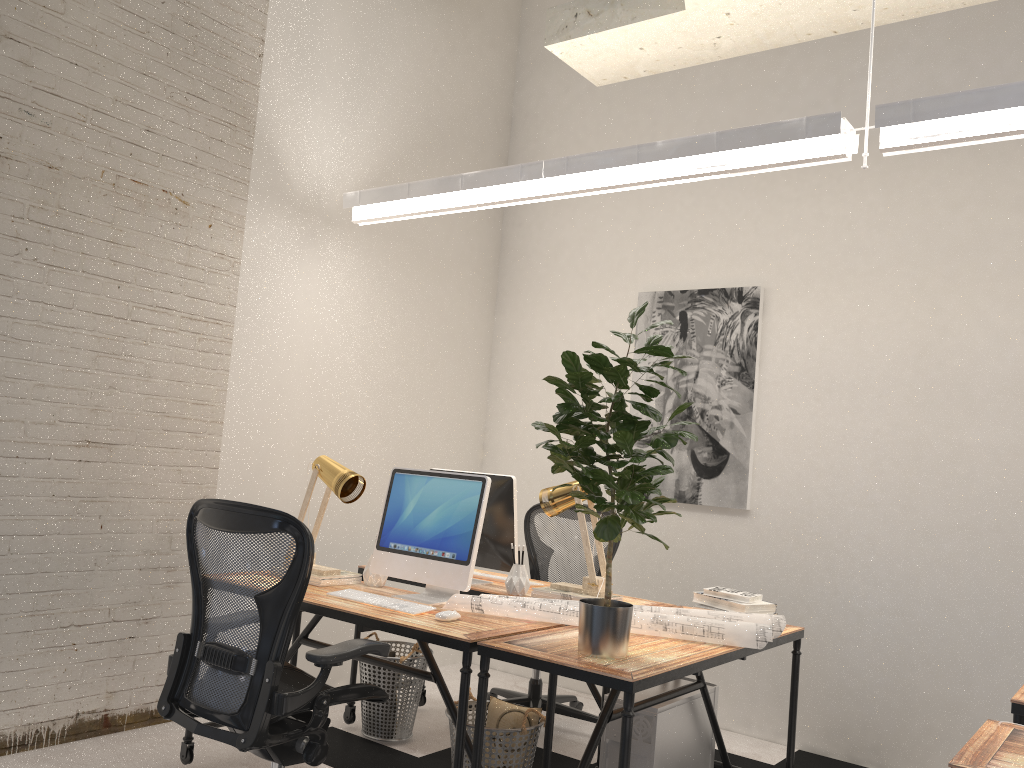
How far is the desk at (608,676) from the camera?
2.4m

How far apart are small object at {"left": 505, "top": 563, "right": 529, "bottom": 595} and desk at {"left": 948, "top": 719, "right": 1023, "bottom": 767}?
1.8m

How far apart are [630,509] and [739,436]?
2.3 meters

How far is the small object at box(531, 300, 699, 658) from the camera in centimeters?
251cm

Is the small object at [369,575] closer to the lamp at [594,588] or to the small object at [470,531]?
the small object at [470,531]

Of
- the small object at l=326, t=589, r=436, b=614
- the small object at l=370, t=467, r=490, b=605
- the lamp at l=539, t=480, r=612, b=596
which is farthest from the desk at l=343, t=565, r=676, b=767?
the small object at l=326, t=589, r=436, b=614

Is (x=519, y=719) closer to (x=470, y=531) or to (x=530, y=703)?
(x=470, y=531)

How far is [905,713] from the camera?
4.1m

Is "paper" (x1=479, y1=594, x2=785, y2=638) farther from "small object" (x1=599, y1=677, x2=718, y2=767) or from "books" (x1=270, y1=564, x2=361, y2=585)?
"books" (x1=270, y1=564, x2=361, y2=585)

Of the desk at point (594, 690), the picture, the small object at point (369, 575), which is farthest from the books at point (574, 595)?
the picture
